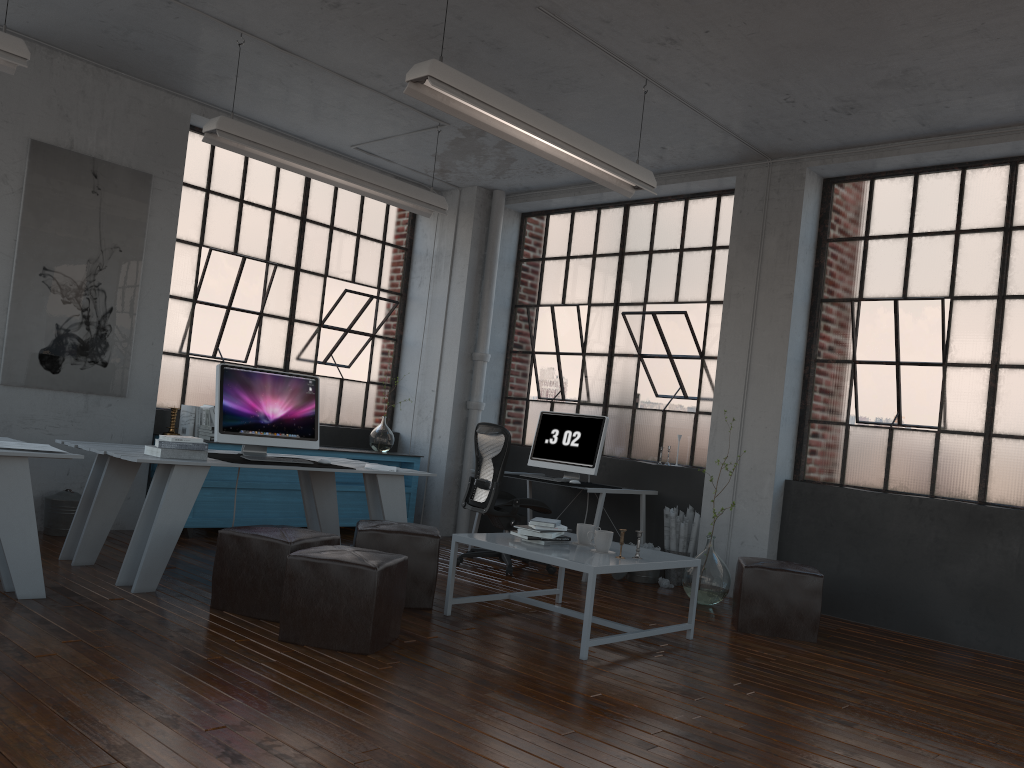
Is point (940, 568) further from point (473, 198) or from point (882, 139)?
point (473, 198)

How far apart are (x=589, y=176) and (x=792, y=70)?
1.3 meters

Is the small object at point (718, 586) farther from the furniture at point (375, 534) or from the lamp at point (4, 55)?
the lamp at point (4, 55)

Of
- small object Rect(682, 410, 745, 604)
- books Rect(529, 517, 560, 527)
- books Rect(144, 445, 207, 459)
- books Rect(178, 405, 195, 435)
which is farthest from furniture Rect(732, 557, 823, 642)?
books Rect(178, 405, 195, 435)

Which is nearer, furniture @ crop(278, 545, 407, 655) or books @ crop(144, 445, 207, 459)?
furniture @ crop(278, 545, 407, 655)

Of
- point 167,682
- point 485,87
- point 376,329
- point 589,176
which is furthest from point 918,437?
point 167,682

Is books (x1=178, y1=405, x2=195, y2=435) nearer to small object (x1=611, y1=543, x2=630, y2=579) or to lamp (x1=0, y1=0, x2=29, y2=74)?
lamp (x1=0, y1=0, x2=29, y2=74)

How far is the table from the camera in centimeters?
423cm

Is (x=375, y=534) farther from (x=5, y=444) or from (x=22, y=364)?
(x=22, y=364)

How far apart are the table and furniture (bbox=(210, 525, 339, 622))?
0.6m
